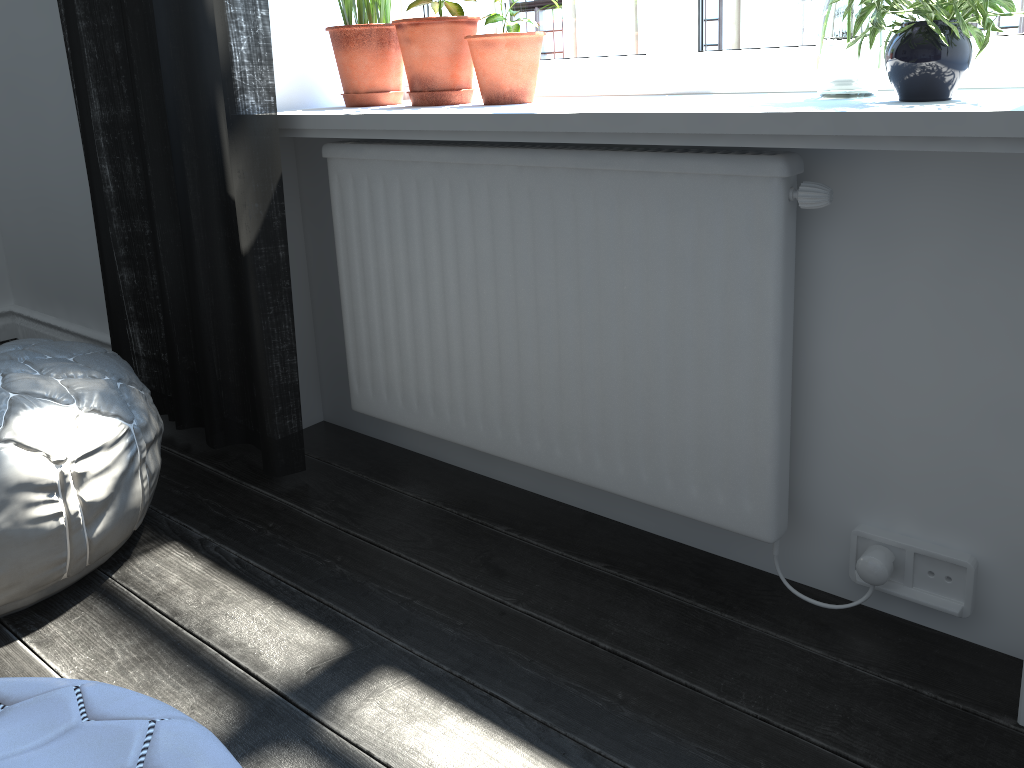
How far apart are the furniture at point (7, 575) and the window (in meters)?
1.05

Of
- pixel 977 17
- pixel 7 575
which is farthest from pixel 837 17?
pixel 7 575

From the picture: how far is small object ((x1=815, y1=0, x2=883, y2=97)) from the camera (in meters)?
1.30

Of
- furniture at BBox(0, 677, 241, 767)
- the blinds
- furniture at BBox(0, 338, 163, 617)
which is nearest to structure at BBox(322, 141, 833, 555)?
the blinds

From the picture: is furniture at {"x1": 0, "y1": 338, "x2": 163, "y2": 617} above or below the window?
below

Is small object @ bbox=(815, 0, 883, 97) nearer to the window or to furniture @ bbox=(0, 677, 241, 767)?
the window

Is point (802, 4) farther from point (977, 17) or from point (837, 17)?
point (977, 17)

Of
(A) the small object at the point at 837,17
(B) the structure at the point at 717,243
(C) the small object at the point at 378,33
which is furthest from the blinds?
(A) the small object at the point at 837,17

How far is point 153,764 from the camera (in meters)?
0.69

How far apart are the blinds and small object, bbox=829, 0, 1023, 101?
1.05m
